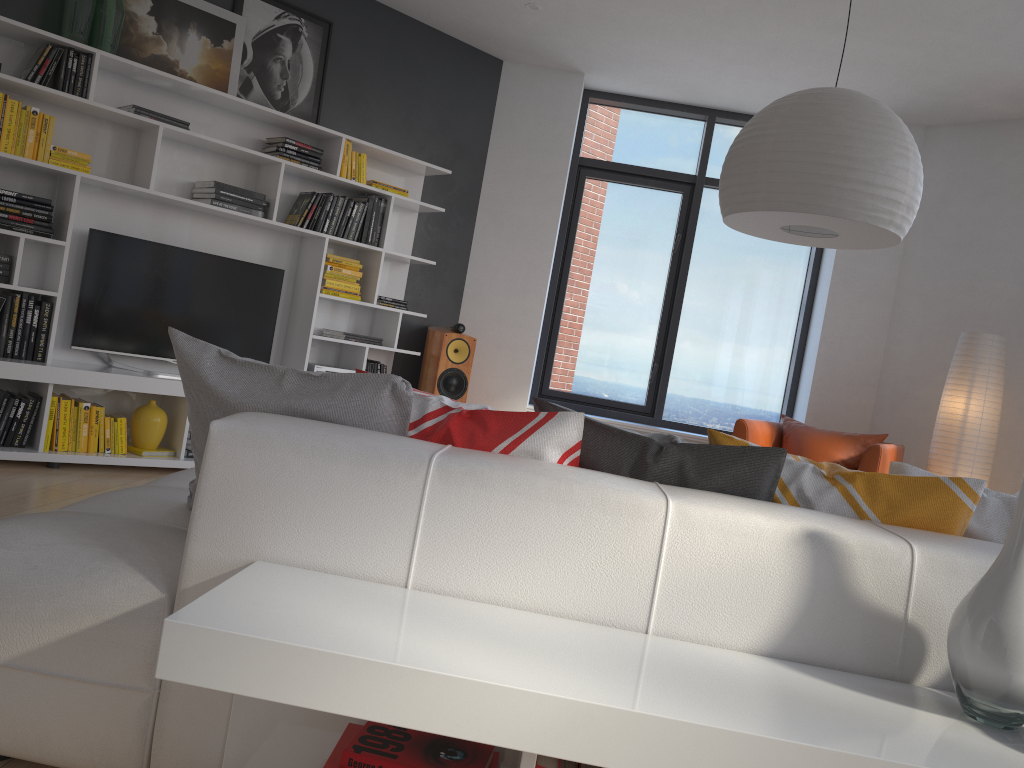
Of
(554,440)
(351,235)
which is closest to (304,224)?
(351,235)

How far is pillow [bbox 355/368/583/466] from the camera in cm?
176

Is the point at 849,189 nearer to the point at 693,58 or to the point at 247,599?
the point at 247,599

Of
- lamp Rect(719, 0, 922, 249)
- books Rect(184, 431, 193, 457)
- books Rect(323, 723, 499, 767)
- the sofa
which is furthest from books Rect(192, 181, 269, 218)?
books Rect(323, 723, 499, 767)

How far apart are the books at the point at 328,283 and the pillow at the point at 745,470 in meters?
3.7 m

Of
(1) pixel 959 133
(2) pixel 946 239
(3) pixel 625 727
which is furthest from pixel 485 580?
(1) pixel 959 133

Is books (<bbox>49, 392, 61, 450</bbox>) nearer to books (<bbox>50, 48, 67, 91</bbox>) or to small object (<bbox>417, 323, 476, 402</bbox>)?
books (<bbox>50, 48, 67, 91</bbox>)

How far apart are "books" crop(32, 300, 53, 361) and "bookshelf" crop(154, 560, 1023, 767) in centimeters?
346cm

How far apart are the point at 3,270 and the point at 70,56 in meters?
1.1

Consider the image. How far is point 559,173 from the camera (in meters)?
6.32
